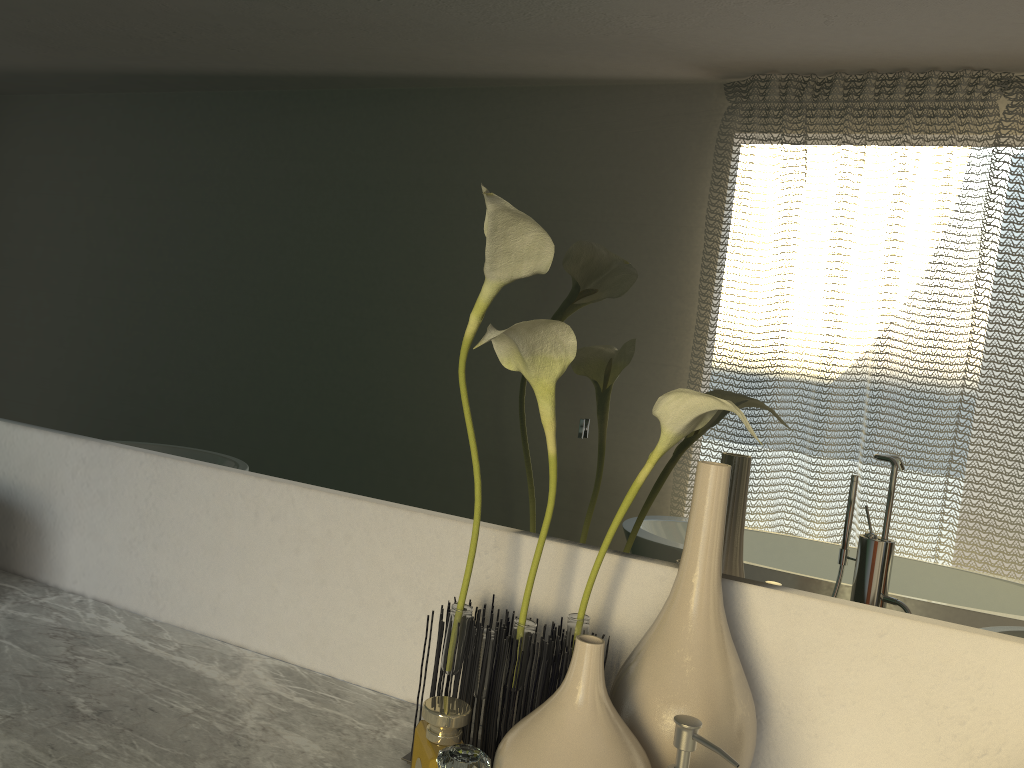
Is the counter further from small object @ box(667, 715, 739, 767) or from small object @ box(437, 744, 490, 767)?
small object @ box(437, 744, 490, 767)

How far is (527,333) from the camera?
0.7m

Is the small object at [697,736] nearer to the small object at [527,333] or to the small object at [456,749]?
the small object at [527,333]

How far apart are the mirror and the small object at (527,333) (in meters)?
0.04

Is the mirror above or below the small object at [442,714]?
above

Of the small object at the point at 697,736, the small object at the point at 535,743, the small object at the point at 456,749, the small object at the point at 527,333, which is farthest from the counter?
the small object at the point at 456,749

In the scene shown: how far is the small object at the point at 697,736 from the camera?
0.55m

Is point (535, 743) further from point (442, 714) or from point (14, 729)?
point (14, 729)

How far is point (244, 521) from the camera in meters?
1.0 m

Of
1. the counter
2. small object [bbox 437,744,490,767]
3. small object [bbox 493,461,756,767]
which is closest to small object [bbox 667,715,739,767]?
small object [bbox 493,461,756,767]
